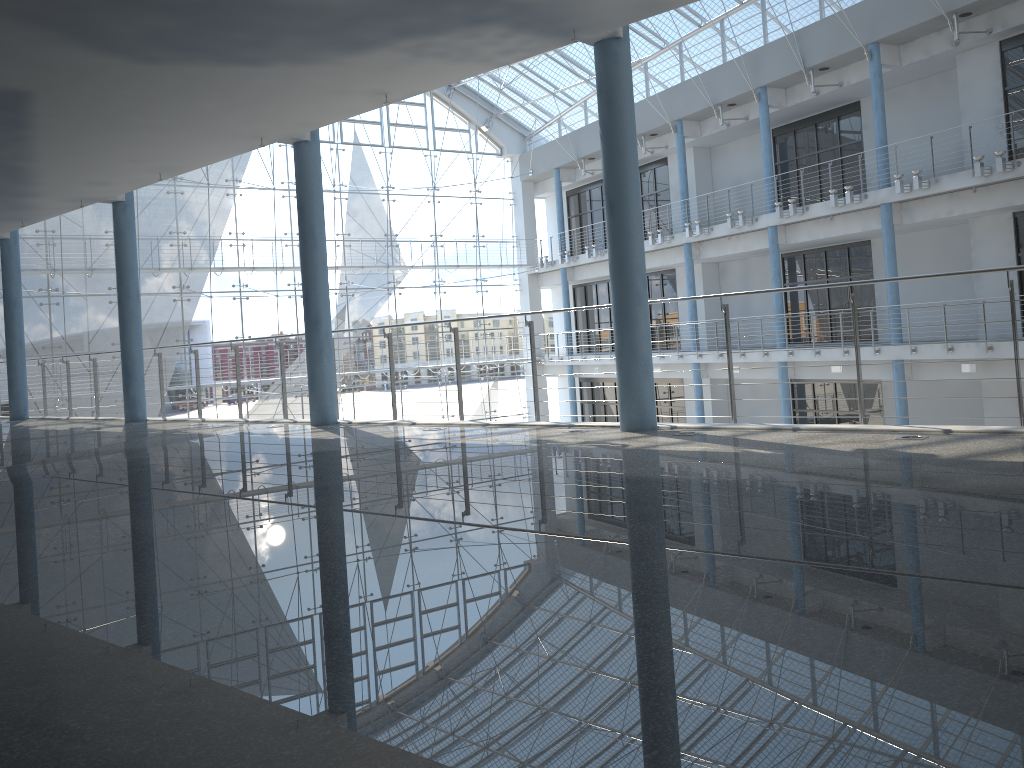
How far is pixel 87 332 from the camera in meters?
3.8 m

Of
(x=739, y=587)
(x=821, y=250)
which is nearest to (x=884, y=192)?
(x=821, y=250)

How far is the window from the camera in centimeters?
376cm

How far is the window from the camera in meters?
3.8
